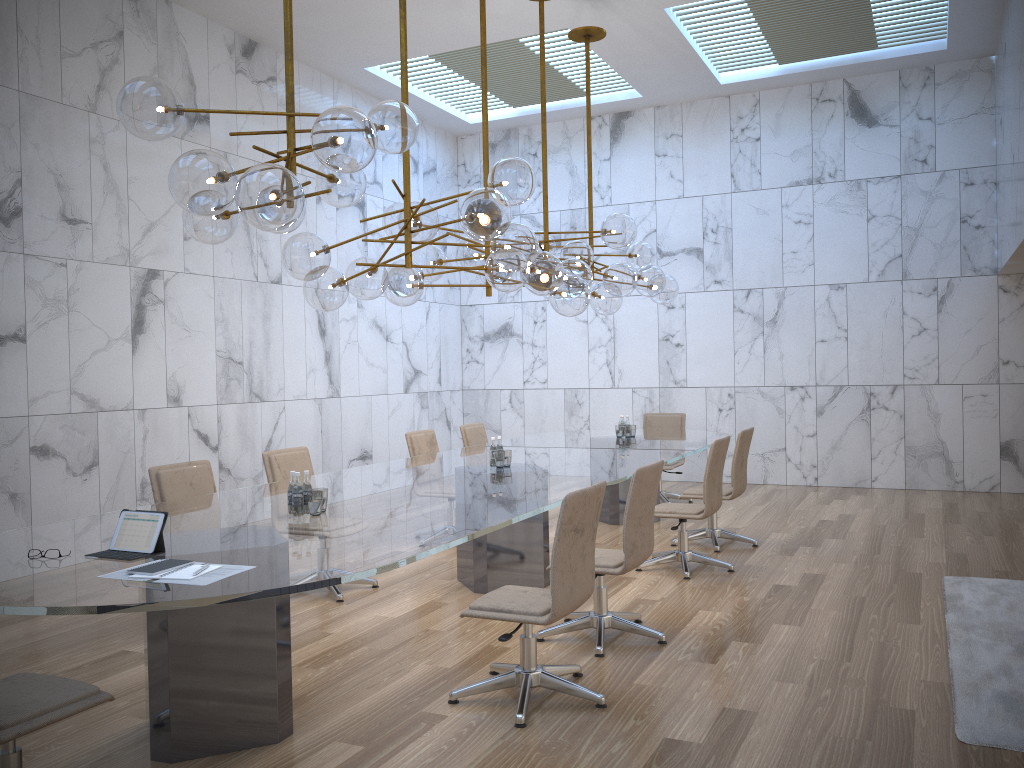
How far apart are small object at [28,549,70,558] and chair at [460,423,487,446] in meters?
5.5 m

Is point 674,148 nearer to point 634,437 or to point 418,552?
point 634,437

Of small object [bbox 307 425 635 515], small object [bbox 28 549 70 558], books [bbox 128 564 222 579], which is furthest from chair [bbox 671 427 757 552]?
small object [bbox 28 549 70 558]

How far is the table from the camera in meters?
3.0

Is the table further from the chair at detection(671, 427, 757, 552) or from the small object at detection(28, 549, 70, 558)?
the chair at detection(671, 427, 757, 552)

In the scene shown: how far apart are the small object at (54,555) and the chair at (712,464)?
4.24m

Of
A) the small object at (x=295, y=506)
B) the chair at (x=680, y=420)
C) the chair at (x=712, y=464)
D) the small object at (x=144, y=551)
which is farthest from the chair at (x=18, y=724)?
the chair at (x=680, y=420)

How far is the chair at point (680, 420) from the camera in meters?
10.1

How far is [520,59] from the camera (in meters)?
10.23

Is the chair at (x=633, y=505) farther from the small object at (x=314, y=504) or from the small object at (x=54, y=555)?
the small object at (x=54, y=555)
